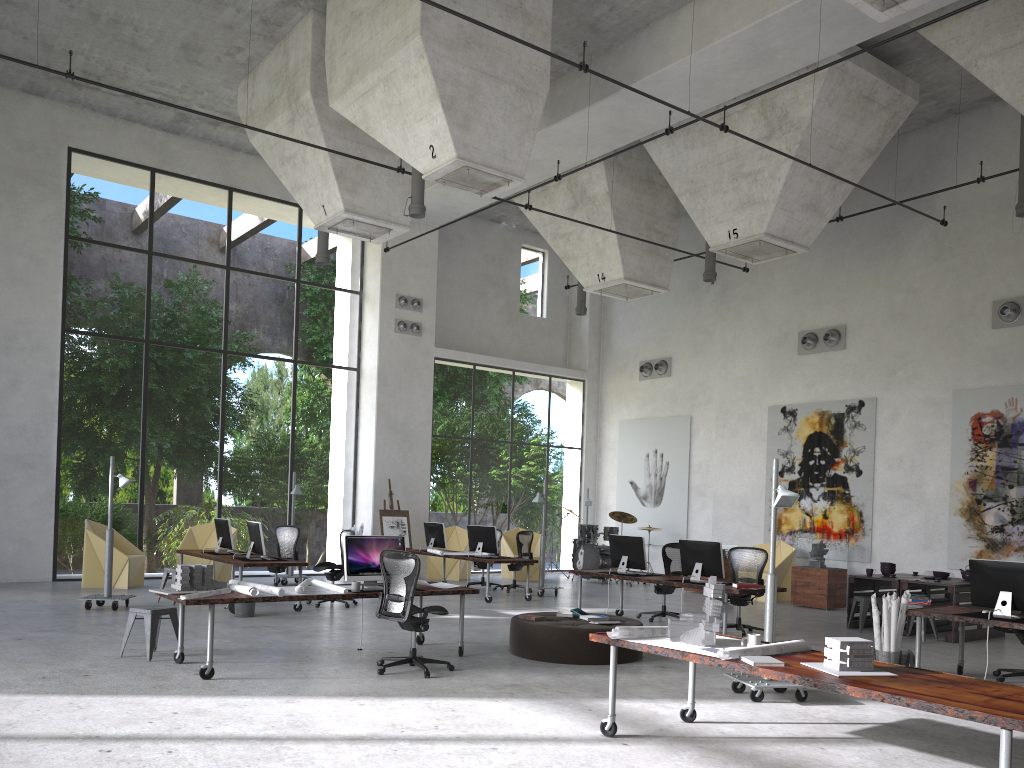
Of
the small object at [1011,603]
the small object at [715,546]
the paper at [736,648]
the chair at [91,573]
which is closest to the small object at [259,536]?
the chair at [91,573]

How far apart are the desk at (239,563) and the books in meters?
4.5

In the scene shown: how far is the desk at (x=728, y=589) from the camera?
10.63m

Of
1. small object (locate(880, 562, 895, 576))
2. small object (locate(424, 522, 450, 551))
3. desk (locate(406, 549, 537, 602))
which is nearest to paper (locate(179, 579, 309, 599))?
desk (locate(406, 549, 537, 602))

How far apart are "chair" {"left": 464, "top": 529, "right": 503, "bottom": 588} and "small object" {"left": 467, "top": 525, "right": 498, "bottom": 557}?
1.58m

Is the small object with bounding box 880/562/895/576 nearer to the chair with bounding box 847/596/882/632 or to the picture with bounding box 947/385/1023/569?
the chair with bounding box 847/596/882/632

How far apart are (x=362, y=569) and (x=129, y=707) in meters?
2.9

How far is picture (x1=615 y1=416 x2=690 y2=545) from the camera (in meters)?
20.20

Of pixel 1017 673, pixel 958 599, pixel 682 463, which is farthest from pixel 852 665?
pixel 682 463

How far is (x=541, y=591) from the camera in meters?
15.6
